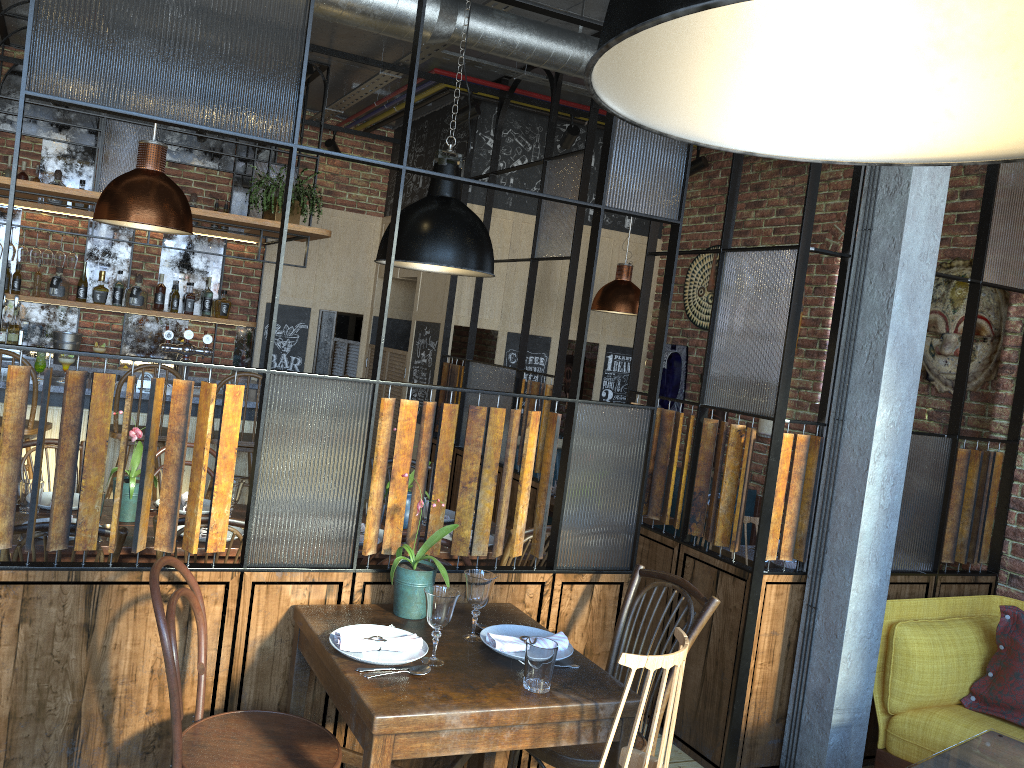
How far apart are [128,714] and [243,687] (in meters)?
0.31

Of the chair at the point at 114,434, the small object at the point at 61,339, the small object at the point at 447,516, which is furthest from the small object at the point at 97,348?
the small object at the point at 447,516

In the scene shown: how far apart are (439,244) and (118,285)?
4.18m

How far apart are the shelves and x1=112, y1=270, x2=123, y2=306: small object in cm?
63

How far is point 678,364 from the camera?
6.68m

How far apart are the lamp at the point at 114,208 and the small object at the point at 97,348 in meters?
3.7

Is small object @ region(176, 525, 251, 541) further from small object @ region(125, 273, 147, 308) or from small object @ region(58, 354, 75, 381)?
small object @ region(125, 273, 147, 308)

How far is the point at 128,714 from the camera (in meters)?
2.48

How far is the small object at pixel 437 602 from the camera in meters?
2.3 m

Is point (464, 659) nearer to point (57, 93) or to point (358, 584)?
point (358, 584)
